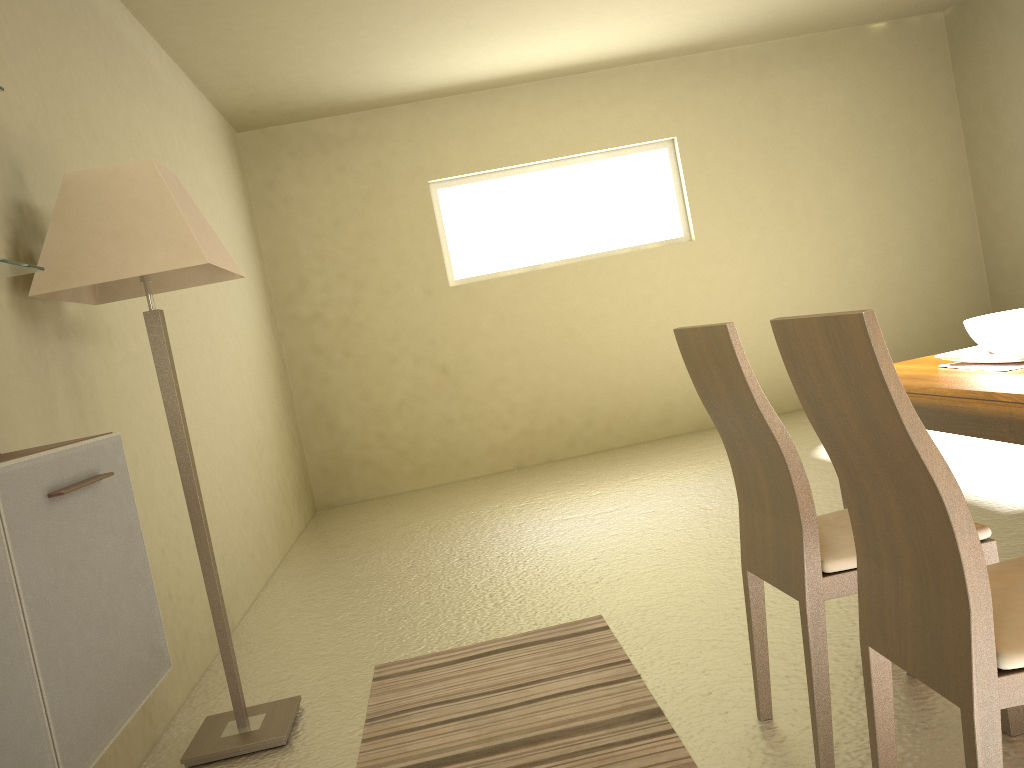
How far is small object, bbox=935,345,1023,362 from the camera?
2.0m

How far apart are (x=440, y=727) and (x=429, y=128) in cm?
533

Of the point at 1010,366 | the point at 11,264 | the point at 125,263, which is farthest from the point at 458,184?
the point at 1010,366

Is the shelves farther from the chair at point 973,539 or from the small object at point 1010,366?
the small object at point 1010,366

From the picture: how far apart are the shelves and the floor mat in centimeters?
152cm

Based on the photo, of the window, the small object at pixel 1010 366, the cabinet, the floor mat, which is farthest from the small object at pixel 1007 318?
the window

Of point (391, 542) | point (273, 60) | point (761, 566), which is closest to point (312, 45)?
point (273, 60)

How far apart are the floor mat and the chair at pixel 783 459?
0.2 meters

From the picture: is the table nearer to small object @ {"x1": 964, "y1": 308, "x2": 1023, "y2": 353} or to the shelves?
small object @ {"x1": 964, "y1": 308, "x2": 1023, "y2": 353}

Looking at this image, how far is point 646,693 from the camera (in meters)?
2.53
